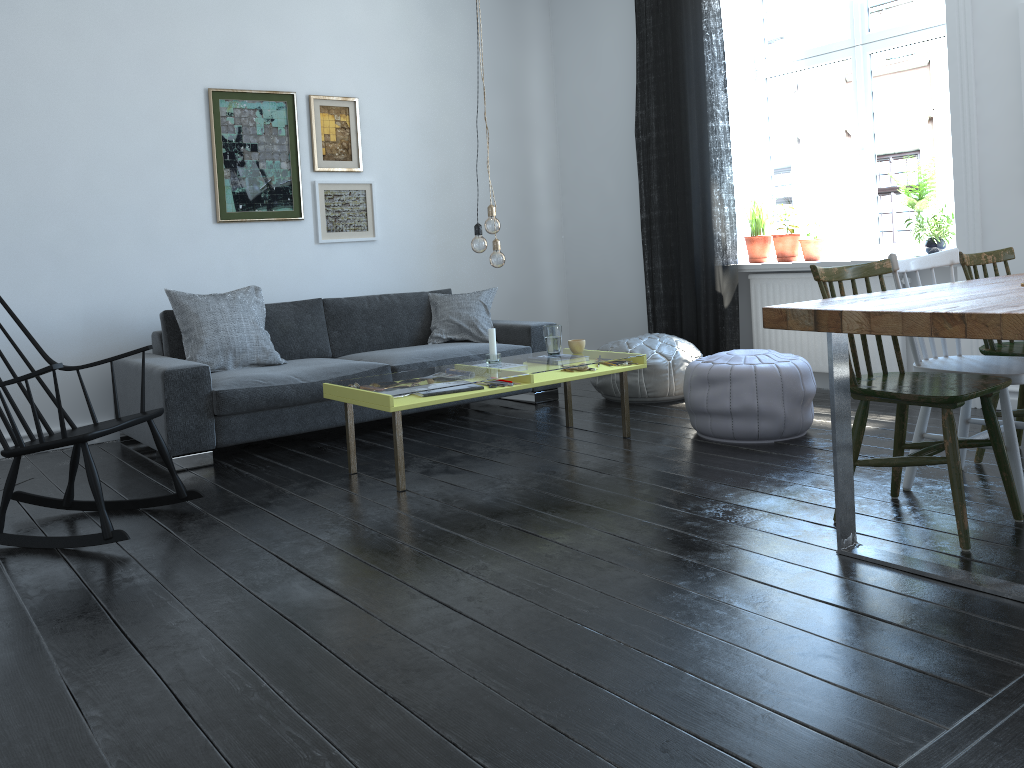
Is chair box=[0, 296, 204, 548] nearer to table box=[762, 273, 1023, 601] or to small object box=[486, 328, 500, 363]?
small object box=[486, 328, 500, 363]

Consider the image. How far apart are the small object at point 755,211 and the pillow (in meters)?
1.68

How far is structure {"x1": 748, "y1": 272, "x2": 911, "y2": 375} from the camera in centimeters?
497cm

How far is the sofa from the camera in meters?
4.2 m

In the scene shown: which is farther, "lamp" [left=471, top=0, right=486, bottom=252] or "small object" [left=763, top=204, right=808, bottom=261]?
"small object" [left=763, top=204, right=808, bottom=261]

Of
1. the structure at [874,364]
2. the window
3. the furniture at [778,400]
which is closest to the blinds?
the structure at [874,364]

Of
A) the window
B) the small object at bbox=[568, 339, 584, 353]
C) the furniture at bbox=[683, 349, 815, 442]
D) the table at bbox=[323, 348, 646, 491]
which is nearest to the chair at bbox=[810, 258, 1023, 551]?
the furniture at bbox=[683, 349, 815, 442]

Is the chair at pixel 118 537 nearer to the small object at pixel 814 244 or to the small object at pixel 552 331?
the small object at pixel 552 331

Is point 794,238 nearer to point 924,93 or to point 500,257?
point 924,93

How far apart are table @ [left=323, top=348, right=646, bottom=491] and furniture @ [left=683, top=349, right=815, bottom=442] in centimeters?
22cm
